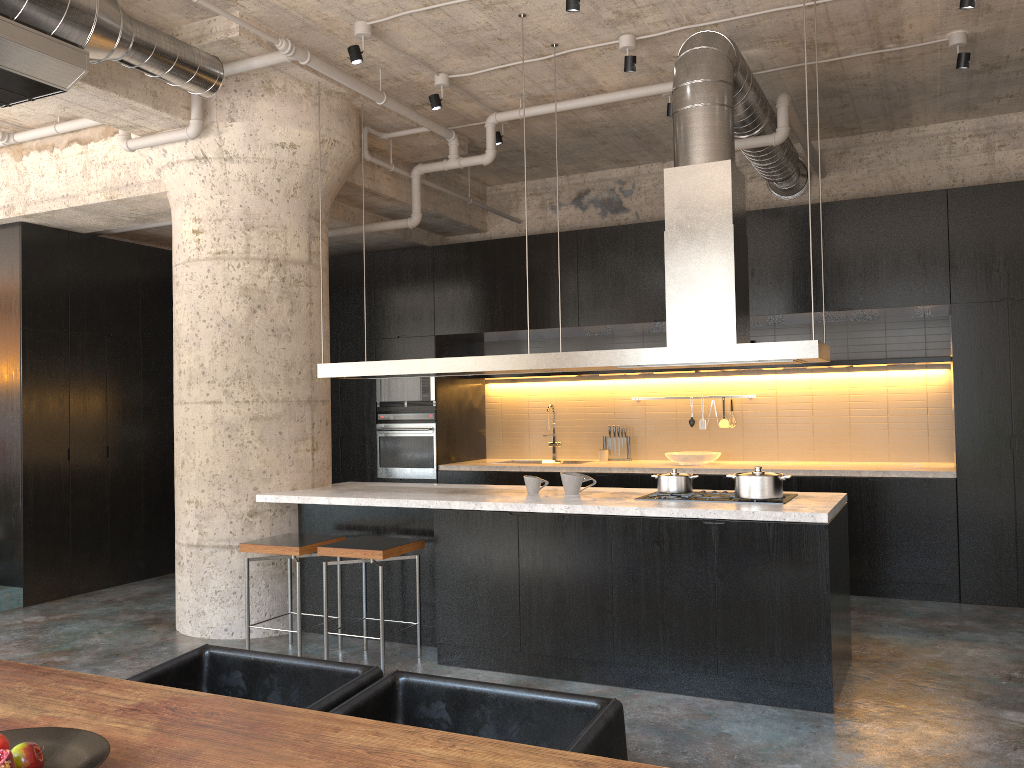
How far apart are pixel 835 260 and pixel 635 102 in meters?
2.0

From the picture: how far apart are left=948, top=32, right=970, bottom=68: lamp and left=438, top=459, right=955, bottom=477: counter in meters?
2.8 m

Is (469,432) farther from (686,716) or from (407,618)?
(686,716)

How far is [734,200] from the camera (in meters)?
4.79

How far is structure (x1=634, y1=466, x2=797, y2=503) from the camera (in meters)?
4.69

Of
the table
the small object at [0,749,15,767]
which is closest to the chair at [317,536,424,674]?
the table

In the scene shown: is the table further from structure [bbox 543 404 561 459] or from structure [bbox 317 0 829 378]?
structure [bbox 543 404 561 459]

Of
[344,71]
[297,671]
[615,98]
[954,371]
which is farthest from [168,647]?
[954,371]

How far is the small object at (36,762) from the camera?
1.7m

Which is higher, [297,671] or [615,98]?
[615,98]
